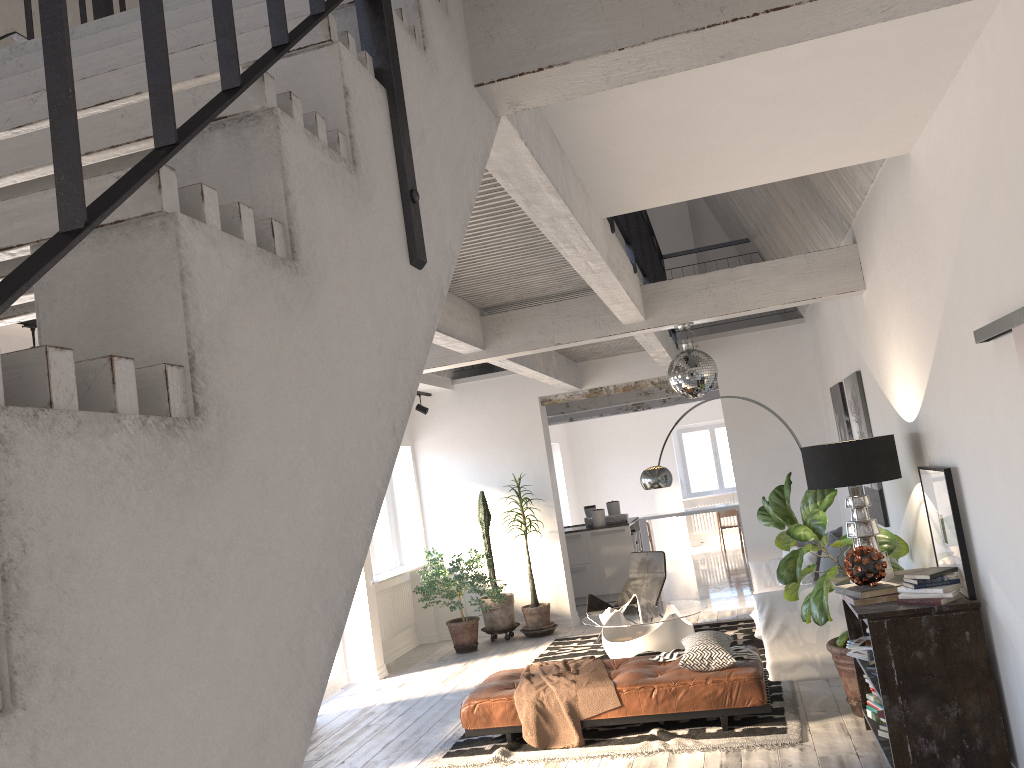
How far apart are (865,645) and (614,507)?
7.4m

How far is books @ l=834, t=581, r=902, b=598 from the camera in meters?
4.4

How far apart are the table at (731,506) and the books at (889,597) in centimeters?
1042cm

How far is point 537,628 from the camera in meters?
9.9 m

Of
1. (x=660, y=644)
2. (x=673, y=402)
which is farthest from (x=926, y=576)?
(x=673, y=402)

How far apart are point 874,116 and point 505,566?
7.89m

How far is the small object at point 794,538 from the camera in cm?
539

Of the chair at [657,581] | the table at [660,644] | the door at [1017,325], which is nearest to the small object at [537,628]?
the chair at [657,581]

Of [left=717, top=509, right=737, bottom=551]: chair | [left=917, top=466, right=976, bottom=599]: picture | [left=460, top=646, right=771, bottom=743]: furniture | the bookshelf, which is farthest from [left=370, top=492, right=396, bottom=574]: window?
[left=717, top=509, right=737, bottom=551]: chair

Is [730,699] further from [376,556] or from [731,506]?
[731,506]
